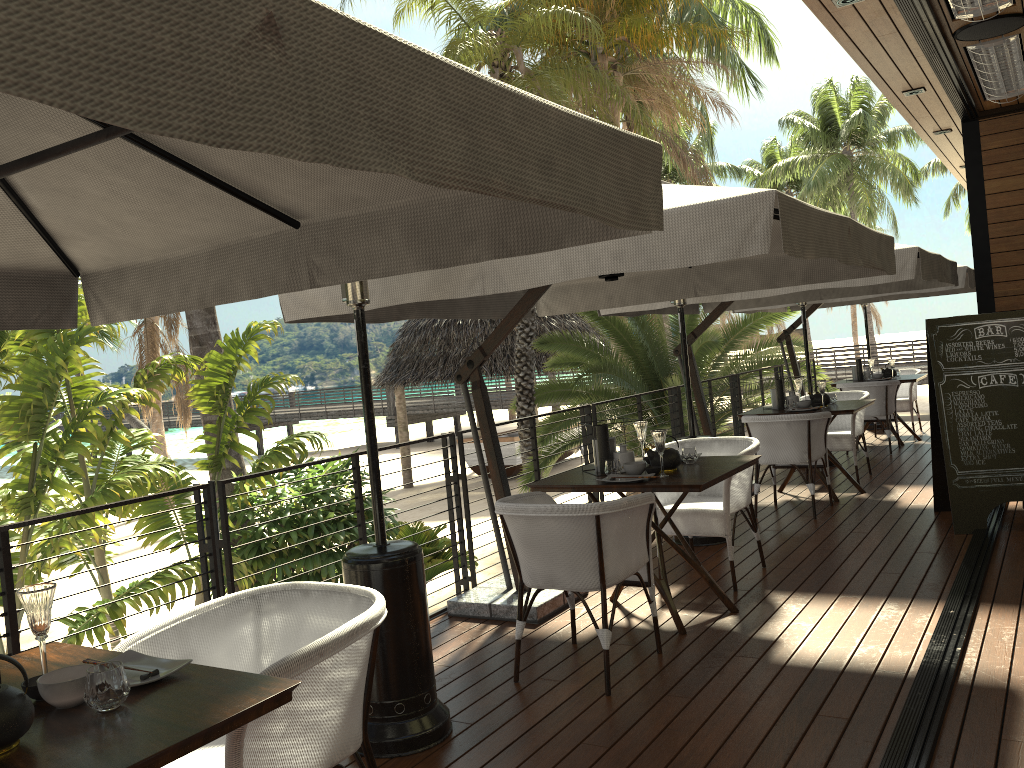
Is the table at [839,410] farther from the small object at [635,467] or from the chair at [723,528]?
the small object at [635,467]

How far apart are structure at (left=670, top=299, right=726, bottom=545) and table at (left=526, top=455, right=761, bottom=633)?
1.4 meters

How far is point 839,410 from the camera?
6.90m

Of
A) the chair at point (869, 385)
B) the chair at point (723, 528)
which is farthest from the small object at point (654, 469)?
the chair at point (869, 385)

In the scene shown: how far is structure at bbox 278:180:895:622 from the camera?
3.1m

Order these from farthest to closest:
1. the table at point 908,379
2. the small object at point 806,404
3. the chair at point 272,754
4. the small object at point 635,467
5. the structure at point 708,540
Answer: the table at point 908,379, the small object at point 806,404, the structure at point 708,540, the small object at point 635,467, the chair at point 272,754

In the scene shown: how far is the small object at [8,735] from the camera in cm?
165

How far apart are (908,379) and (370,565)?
8.17m

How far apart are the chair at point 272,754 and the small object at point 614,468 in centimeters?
212cm

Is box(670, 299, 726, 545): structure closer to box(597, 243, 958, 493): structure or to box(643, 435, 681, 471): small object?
box(597, 243, 958, 493): structure
